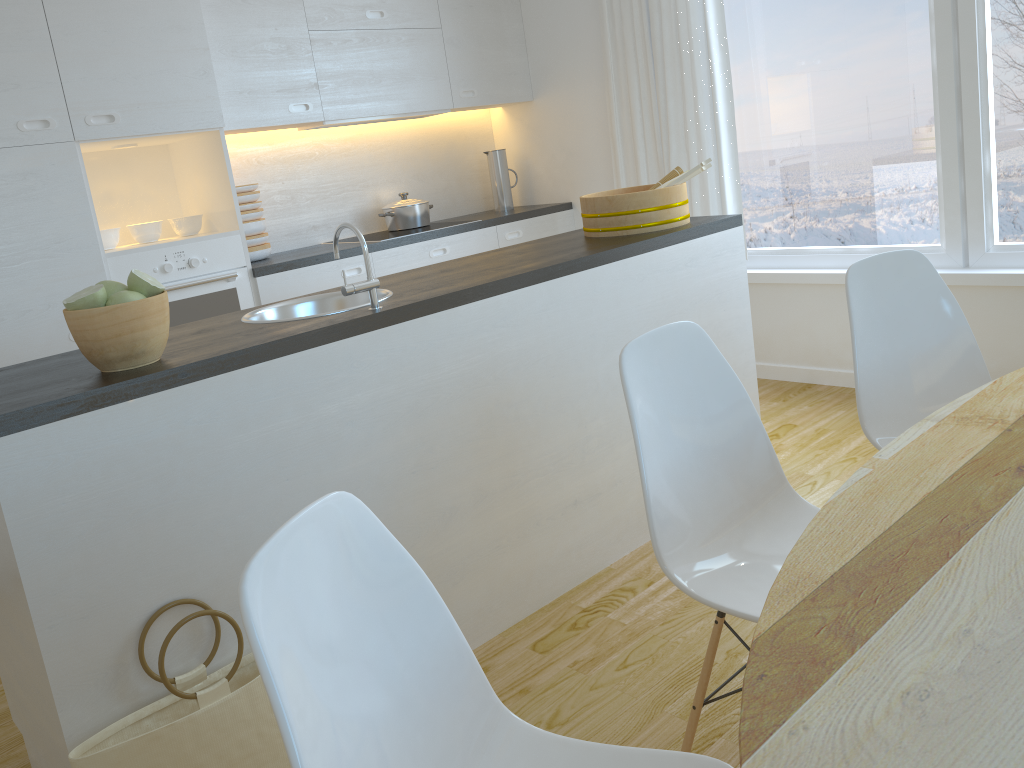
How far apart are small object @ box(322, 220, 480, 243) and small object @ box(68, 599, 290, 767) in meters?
2.8

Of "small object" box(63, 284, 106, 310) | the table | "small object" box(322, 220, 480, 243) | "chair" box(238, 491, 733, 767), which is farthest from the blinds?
"chair" box(238, 491, 733, 767)

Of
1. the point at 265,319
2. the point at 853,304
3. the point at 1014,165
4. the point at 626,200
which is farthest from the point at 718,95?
the point at 265,319

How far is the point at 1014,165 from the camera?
3.4m

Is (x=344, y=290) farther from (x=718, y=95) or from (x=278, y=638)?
(x=718, y=95)

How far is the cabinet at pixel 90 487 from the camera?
1.70m

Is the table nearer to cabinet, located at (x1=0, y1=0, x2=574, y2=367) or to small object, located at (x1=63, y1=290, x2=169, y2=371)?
small object, located at (x1=63, y1=290, x2=169, y2=371)

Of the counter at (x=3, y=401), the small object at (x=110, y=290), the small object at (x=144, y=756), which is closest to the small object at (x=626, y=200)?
the counter at (x=3, y=401)

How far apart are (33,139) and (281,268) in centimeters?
106cm

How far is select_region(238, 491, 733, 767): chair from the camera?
0.9 meters
